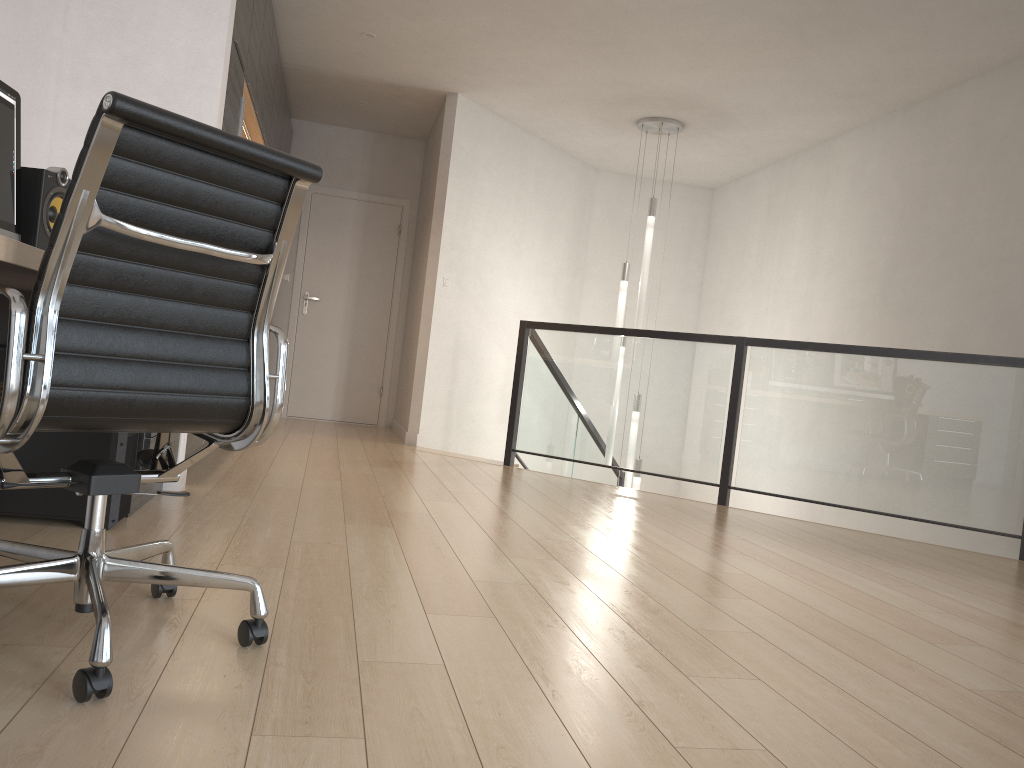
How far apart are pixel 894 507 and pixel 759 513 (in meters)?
0.71

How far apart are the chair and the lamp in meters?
5.1

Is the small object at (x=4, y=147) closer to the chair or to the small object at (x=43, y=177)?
the small object at (x=43, y=177)

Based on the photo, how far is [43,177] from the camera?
2.69m

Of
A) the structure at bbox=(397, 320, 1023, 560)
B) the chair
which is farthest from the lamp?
the chair

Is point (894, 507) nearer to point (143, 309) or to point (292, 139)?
point (143, 309)

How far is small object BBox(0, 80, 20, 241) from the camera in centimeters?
255cm

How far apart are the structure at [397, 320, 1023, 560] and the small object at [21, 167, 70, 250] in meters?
3.5 m

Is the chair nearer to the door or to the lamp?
the lamp

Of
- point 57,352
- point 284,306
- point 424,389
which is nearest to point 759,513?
point 424,389
